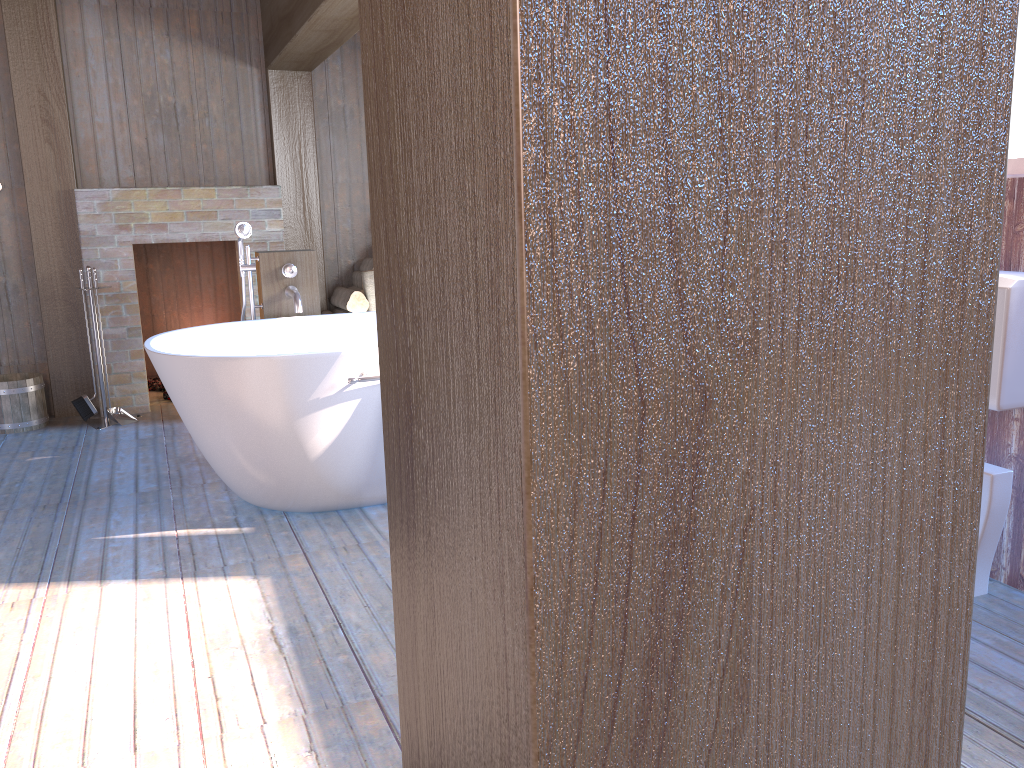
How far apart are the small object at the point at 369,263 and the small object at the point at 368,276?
0.20m

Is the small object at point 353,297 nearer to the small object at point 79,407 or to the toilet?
the small object at point 79,407

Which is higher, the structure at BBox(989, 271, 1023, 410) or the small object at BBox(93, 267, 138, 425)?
the structure at BBox(989, 271, 1023, 410)

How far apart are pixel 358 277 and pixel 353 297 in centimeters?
31cm

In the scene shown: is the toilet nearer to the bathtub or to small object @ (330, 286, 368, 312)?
the bathtub

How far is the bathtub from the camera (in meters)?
3.07

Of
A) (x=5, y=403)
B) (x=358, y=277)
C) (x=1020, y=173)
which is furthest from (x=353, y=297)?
(x=1020, y=173)

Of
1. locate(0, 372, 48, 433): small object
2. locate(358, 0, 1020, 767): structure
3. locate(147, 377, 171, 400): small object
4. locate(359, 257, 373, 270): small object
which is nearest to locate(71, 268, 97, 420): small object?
locate(0, 372, 48, 433): small object

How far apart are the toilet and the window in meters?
0.8

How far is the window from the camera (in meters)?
2.50
